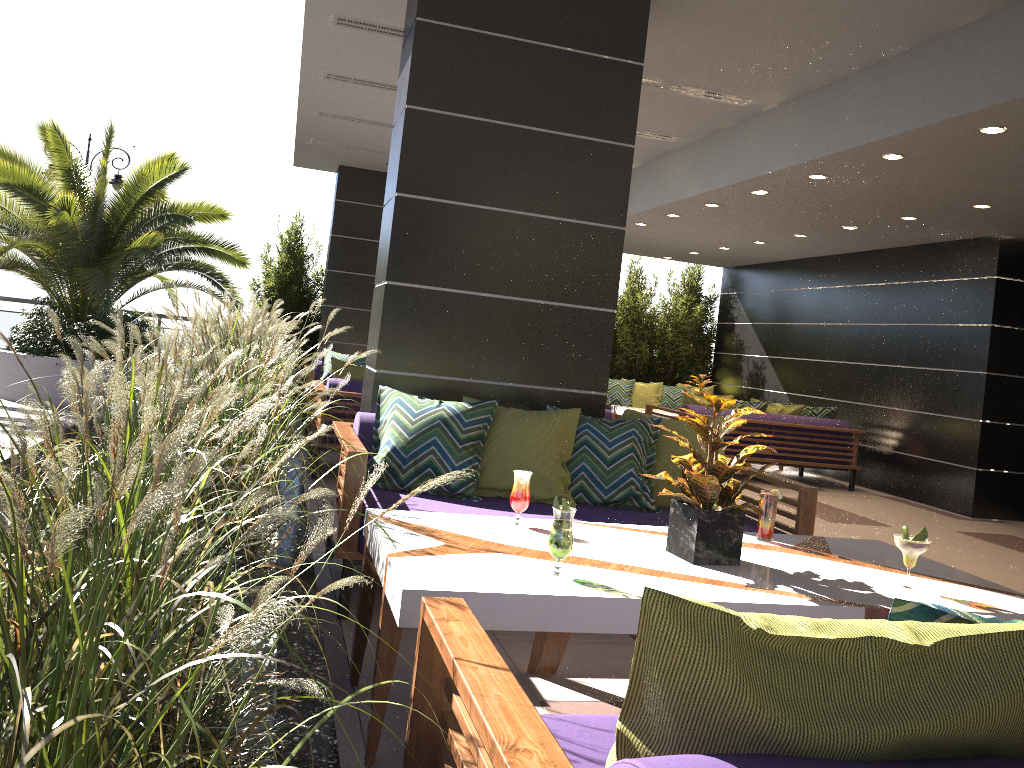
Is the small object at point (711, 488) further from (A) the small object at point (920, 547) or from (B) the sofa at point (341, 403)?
(B) the sofa at point (341, 403)

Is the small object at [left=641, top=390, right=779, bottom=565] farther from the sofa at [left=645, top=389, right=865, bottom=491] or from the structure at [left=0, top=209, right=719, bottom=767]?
the sofa at [left=645, top=389, right=865, bottom=491]

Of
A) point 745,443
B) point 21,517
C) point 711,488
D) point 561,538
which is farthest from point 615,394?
point 21,517

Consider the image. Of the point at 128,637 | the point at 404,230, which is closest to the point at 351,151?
the point at 404,230

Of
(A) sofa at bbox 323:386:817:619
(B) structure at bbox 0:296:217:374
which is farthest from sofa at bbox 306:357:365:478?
(B) structure at bbox 0:296:217:374

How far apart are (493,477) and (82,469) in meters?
3.0

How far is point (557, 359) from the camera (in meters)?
4.88

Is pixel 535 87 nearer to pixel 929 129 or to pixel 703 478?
pixel 929 129

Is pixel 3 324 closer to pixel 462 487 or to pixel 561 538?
pixel 462 487

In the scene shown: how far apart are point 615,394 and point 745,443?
3.0 meters
